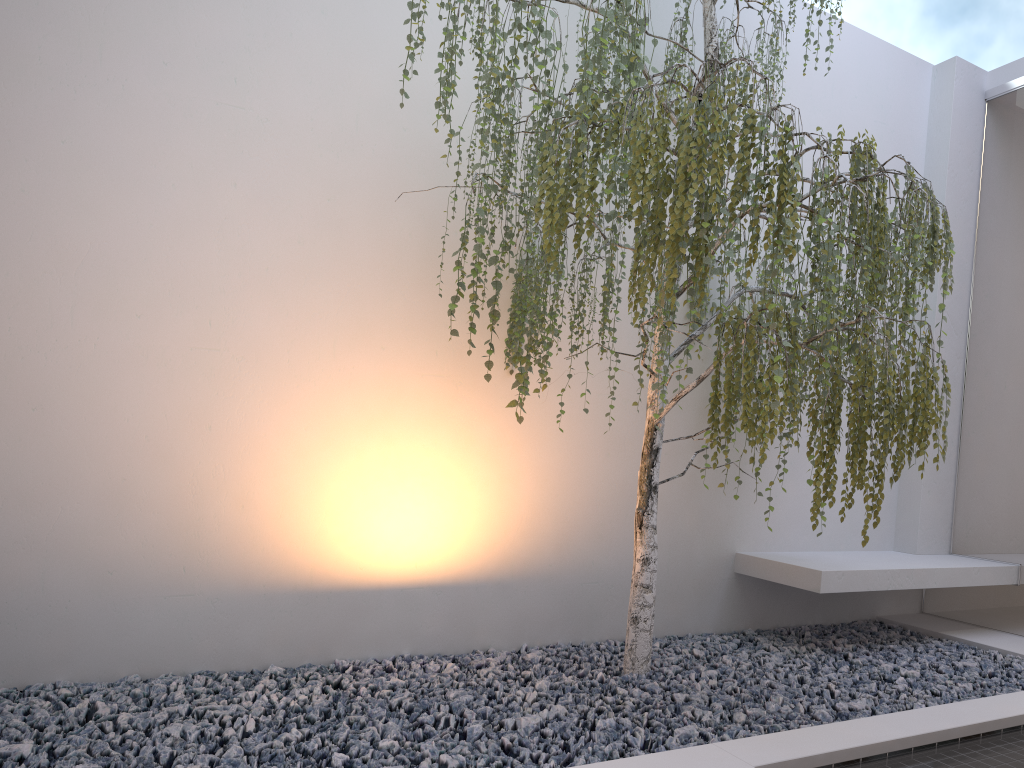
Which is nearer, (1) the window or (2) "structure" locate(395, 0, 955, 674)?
(2) "structure" locate(395, 0, 955, 674)

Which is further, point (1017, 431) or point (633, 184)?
point (1017, 431)

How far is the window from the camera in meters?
4.3 m

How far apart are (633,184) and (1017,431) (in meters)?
3.00

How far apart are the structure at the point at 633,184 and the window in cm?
104

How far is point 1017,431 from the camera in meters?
4.3 m

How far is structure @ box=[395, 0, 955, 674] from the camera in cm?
241

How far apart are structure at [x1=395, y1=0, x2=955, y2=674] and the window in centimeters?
104cm

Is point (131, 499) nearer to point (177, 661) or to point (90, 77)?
point (177, 661)

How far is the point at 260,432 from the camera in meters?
3.4 m
